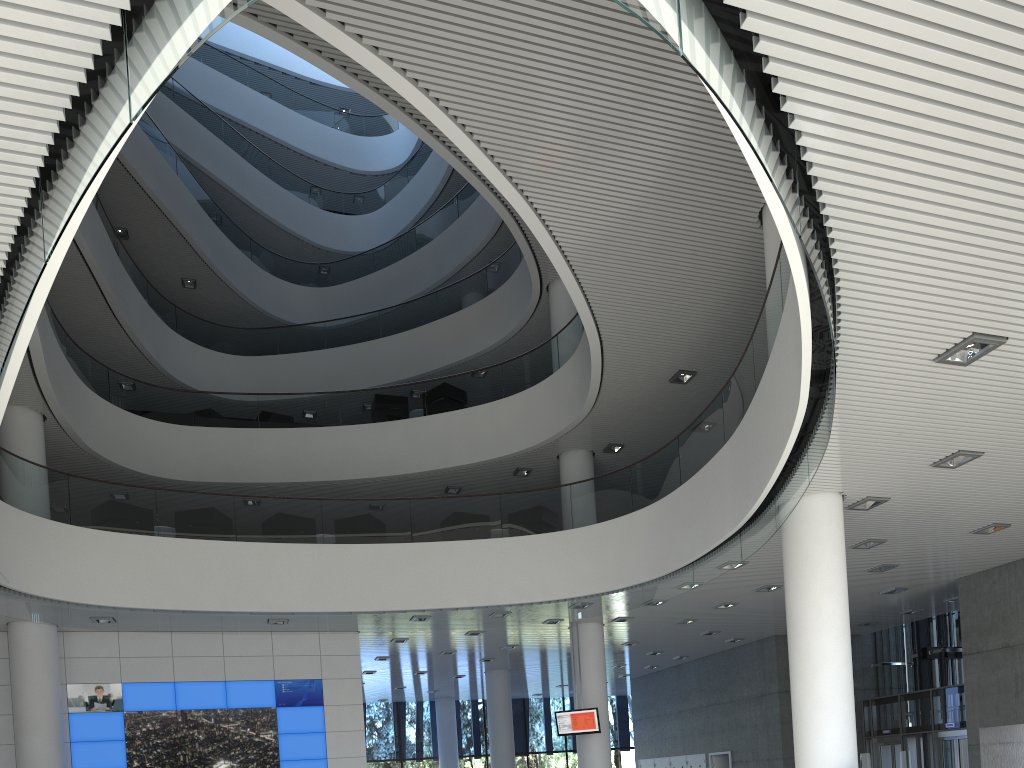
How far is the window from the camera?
16.58m

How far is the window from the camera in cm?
1658

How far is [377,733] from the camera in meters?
16.6
